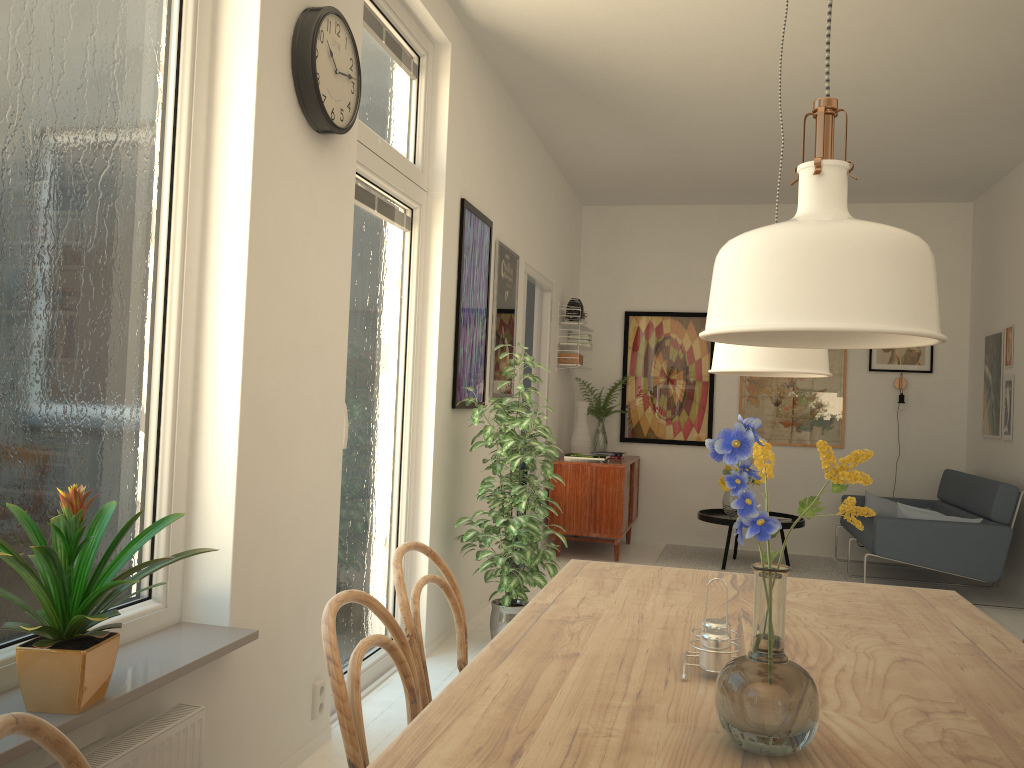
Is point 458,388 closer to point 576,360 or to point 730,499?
point 576,360

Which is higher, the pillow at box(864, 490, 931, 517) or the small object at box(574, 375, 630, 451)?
the small object at box(574, 375, 630, 451)

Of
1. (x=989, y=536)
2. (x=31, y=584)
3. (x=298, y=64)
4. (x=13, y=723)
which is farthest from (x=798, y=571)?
(x=13, y=723)

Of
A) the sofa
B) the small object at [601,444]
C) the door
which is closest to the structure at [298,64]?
the door

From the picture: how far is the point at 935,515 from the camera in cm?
559

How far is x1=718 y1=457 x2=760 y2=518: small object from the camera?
6.5m

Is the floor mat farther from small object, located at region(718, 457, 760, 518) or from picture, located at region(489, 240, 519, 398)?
picture, located at region(489, 240, 519, 398)

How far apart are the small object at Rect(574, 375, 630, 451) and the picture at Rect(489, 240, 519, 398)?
2.19m

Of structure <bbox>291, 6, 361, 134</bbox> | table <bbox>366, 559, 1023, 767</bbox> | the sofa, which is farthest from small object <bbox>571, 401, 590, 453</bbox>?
table <bbox>366, 559, 1023, 767</bbox>

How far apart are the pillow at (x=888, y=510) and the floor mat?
0.5m
